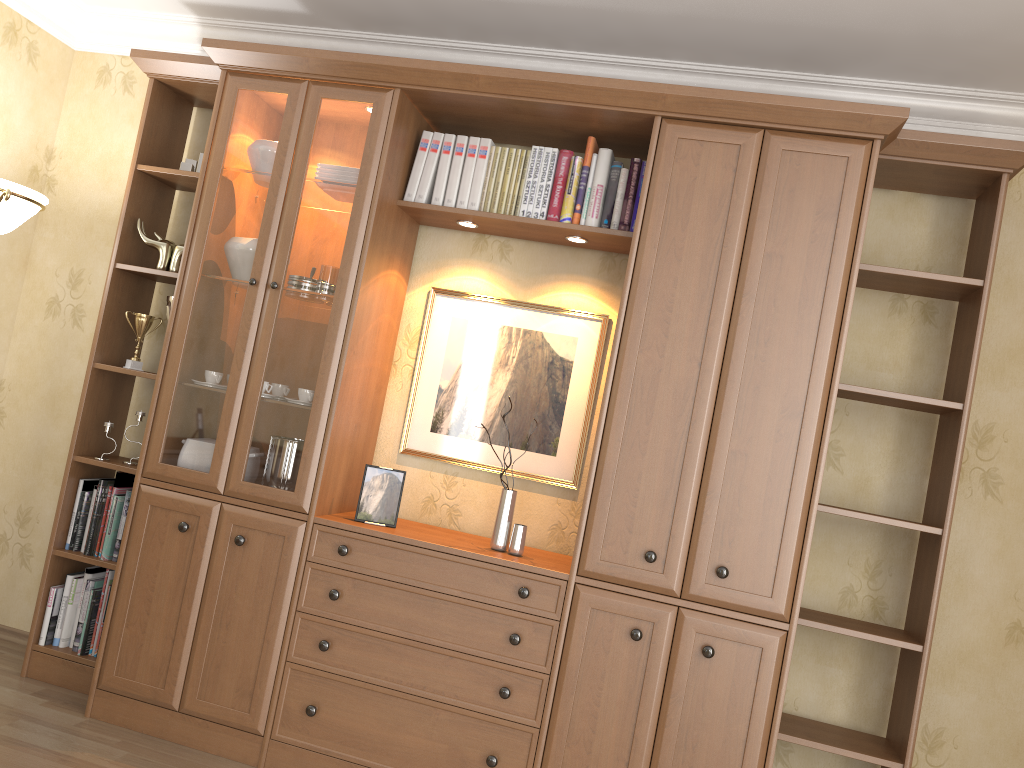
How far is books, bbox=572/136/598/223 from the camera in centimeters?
298cm

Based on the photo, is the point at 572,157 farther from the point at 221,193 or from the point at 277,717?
the point at 277,717

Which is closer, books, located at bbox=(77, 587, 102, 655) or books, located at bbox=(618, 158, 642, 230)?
books, located at bbox=(618, 158, 642, 230)

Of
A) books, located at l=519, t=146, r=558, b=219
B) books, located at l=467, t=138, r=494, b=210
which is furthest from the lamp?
books, located at l=519, t=146, r=558, b=219

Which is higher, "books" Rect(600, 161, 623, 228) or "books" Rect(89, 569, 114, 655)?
"books" Rect(600, 161, 623, 228)

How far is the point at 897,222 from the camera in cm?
303

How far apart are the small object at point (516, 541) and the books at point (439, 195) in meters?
1.0 m

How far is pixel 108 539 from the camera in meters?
3.2 m

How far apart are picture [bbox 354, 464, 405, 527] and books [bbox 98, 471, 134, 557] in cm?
99

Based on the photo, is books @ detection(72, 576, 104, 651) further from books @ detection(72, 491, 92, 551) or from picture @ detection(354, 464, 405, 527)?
picture @ detection(354, 464, 405, 527)
